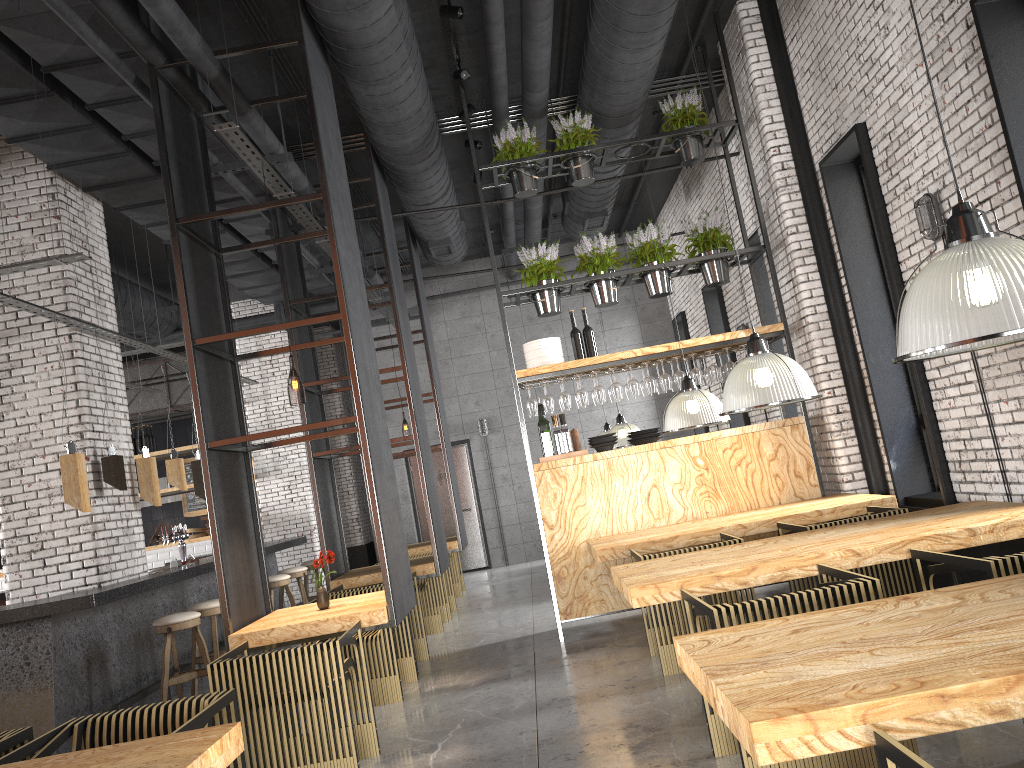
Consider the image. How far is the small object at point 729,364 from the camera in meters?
7.4

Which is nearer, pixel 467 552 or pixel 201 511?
pixel 467 552

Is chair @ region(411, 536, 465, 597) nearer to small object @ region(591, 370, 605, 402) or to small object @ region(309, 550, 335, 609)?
small object @ region(591, 370, 605, 402)

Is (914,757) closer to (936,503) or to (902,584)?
(902,584)

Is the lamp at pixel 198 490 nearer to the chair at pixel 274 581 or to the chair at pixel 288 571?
the chair at pixel 274 581

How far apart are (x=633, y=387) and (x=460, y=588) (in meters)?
4.84

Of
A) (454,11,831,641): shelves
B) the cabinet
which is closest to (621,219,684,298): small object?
(454,11,831,641): shelves

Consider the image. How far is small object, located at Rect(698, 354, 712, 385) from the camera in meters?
7.7 m

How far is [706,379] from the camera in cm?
773

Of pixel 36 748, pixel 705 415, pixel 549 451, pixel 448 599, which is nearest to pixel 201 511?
pixel 448 599
